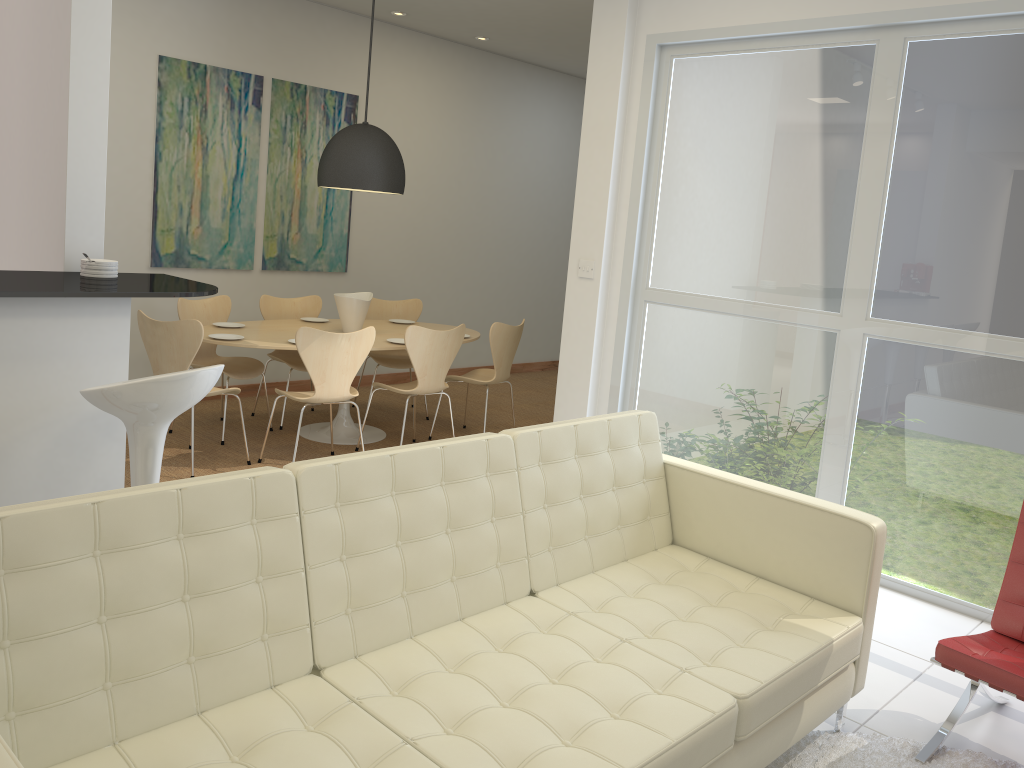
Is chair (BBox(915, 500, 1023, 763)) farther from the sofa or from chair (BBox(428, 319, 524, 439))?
chair (BBox(428, 319, 524, 439))

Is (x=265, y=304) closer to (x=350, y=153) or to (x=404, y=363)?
(x=404, y=363)

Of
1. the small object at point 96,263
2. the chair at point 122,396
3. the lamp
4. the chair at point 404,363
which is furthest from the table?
the chair at point 122,396

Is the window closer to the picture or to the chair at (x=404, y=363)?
the chair at (x=404, y=363)

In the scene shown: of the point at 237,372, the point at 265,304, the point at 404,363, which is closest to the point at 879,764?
the point at 237,372

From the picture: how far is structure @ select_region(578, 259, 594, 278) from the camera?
5.23m

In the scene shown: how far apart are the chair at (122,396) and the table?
2.3 meters

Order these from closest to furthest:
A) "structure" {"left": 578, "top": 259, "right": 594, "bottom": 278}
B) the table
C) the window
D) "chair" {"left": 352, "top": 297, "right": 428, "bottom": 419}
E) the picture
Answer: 1. the window
2. "structure" {"left": 578, "top": 259, "right": 594, "bottom": 278}
3. the table
4. the picture
5. "chair" {"left": 352, "top": 297, "right": 428, "bottom": 419}

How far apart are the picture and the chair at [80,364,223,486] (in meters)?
3.82

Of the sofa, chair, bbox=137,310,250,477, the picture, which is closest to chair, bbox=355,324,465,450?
chair, bbox=137,310,250,477
